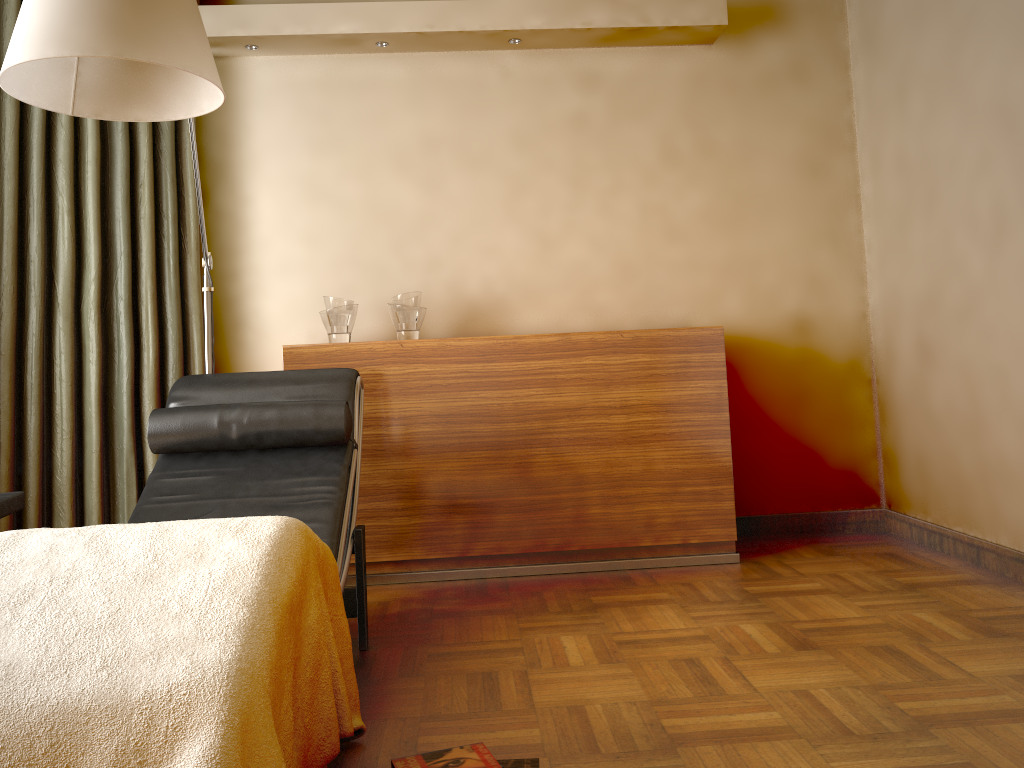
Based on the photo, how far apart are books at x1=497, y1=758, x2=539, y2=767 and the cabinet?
1.6 meters

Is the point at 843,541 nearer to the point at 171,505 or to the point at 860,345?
the point at 860,345

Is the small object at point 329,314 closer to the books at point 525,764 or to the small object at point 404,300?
the small object at point 404,300

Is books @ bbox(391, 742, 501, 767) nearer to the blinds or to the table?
the table

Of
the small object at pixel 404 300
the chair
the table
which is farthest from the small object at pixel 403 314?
the table

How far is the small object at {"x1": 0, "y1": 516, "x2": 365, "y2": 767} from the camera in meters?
1.2

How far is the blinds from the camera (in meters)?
3.07

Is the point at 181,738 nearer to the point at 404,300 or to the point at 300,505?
the point at 300,505

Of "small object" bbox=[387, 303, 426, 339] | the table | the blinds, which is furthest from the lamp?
the table

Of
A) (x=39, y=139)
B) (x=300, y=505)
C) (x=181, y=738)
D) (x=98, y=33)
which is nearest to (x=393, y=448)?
(x=300, y=505)
